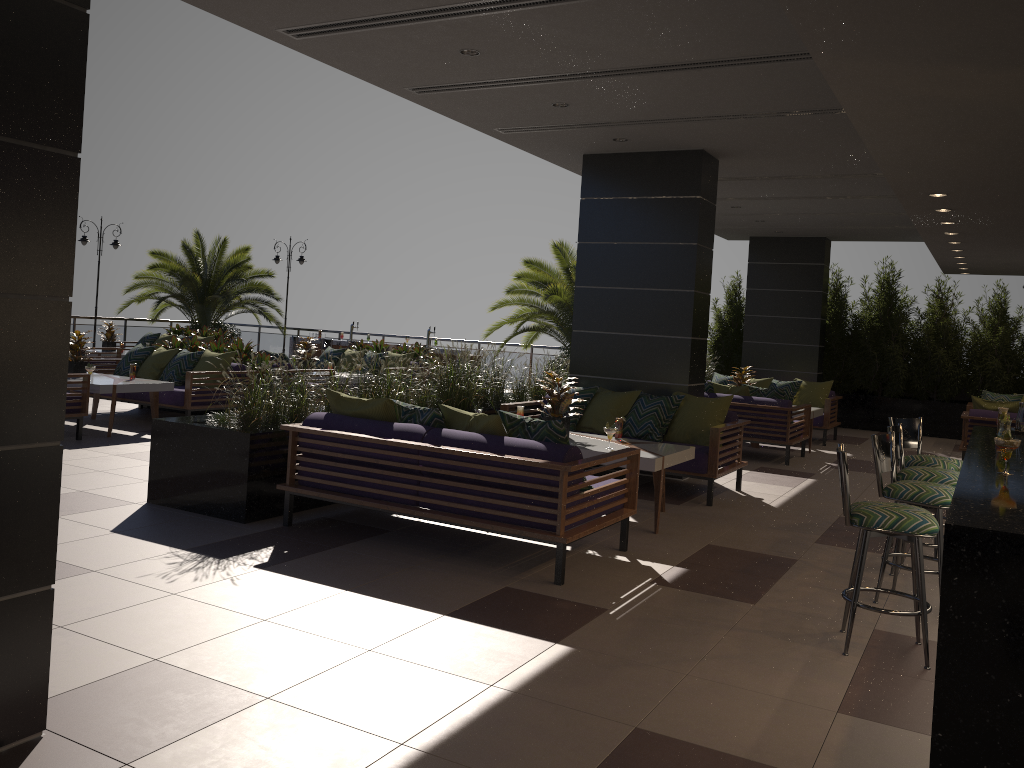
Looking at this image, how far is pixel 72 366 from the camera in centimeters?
990cm

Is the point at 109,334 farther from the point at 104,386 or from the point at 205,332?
the point at 104,386

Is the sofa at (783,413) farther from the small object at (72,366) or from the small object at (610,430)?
the small object at (72,366)

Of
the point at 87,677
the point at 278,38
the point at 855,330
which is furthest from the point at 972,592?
the point at 855,330

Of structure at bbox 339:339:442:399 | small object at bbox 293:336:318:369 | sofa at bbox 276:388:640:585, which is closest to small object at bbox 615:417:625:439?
sofa at bbox 276:388:640:585

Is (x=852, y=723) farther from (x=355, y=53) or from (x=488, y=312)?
(x=488, y=312)

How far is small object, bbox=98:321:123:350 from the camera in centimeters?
1536cm

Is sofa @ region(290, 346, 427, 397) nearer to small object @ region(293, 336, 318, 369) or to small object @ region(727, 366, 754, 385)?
small object @ region(293, 336, 318, 369)

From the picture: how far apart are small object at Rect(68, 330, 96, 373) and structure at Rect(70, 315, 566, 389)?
10.24m

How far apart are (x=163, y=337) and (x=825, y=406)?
11.8 meters
